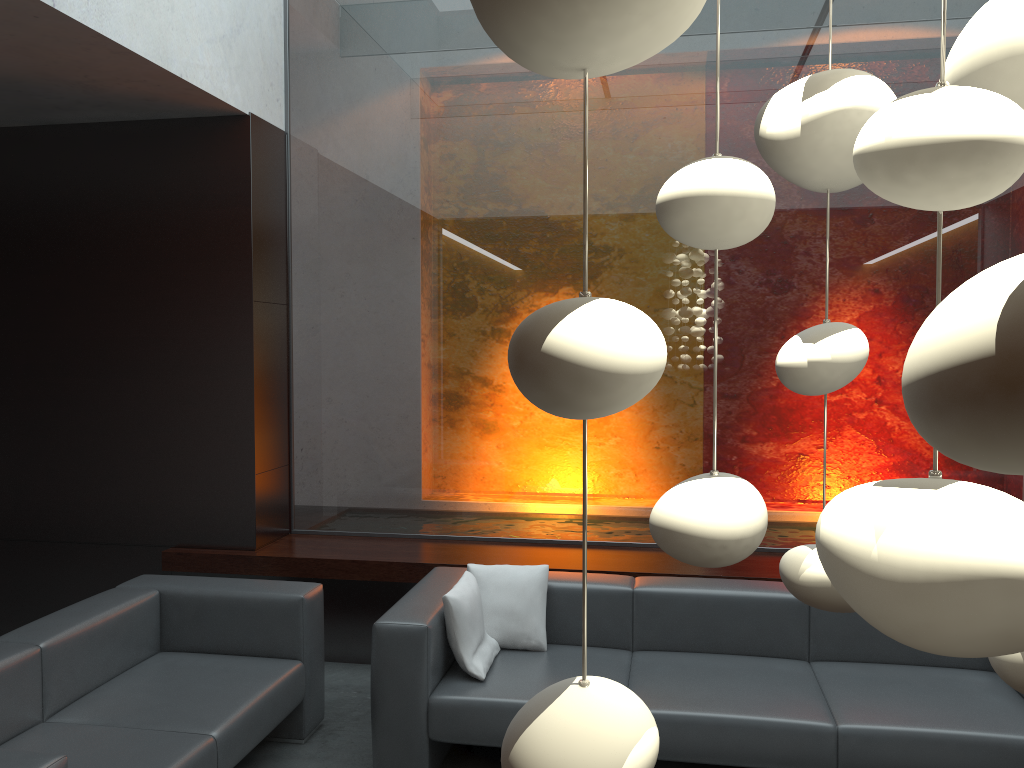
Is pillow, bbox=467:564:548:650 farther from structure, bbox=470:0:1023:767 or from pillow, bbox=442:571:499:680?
structure, bbox=470:0:1023:767

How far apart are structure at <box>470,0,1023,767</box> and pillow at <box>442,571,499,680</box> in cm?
291

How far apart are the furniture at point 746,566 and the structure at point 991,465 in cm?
379

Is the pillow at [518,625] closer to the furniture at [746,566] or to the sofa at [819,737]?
the sofa at [819,737]

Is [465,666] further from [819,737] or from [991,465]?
[991,465]

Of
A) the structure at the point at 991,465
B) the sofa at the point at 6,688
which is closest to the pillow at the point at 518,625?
the sofa at the point at 6,688

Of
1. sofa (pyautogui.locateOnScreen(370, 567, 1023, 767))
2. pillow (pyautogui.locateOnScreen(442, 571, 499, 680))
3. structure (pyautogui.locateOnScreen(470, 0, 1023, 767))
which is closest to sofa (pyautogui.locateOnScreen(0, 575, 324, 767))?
sofa (pyautogui.locateOnScreen(370, 567, 1023, 767))

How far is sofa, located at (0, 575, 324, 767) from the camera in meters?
3.0 m

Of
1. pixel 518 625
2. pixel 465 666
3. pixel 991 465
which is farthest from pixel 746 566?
pixel 991 465

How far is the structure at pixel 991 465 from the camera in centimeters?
22cm
